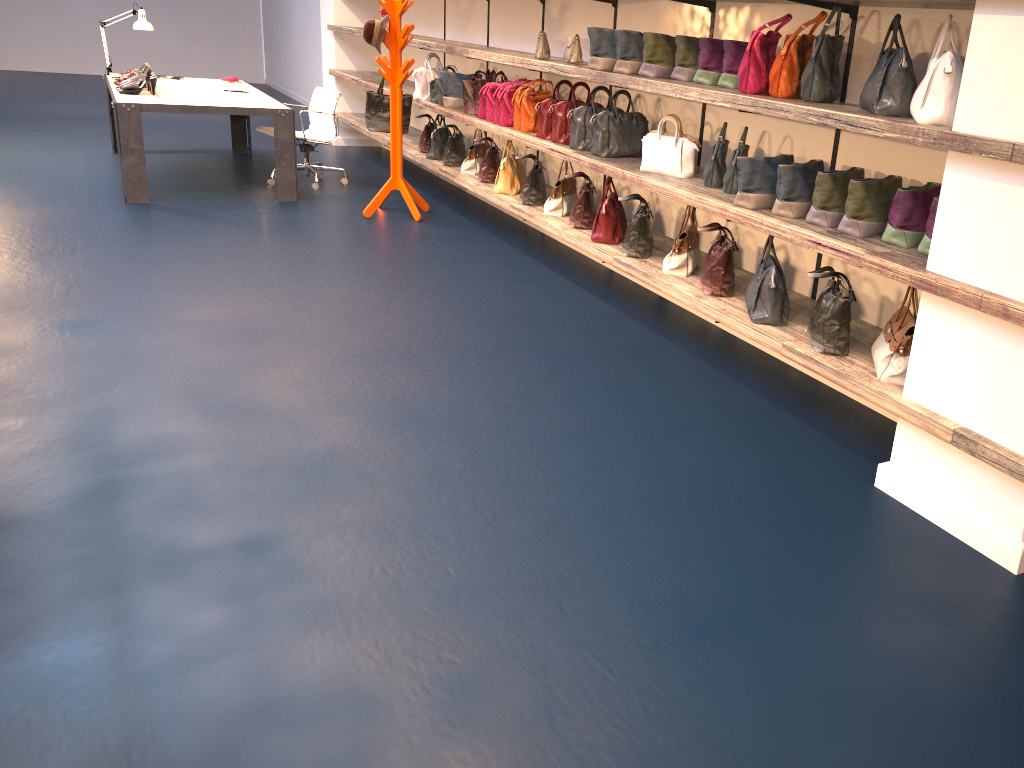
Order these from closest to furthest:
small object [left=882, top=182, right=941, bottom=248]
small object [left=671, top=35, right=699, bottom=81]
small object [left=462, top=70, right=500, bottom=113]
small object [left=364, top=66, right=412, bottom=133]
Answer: small object [left=882, top=182, right=941, bottom=248] < small object [left=671, top=35, right=699, bottom=81] < small object [left=462, top=70, right=500, bottom=113] < small object [left=364, top=66, right=412, bottom=133]

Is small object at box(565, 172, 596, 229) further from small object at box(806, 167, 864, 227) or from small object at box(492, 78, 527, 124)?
small object at box(806, 167, 864, 227)

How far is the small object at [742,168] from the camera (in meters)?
3.66

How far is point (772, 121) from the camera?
4.3 meters

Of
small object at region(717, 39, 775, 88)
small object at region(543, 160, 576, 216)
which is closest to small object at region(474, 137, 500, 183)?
small object at region(543, 160, 576, 216)

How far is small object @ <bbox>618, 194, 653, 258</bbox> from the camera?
4.6 meters

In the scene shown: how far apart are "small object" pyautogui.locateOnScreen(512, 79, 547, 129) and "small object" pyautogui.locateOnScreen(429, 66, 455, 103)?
1.6m

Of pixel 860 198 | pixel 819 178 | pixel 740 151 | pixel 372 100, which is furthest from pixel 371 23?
pixel 860 198

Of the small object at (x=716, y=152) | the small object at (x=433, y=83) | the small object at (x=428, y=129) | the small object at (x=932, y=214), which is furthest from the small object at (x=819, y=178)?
the small object at (x=428, y=129)

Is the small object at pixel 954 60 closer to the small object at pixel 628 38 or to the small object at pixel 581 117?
the small object at pixel 628 38
